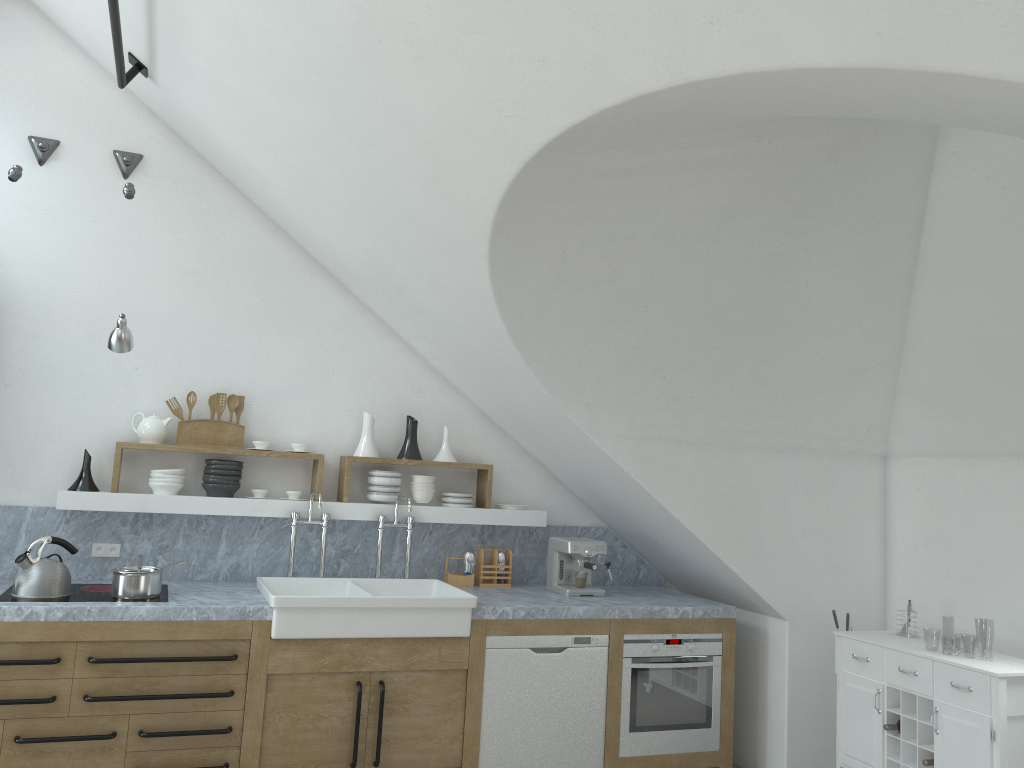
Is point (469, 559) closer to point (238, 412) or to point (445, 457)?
point (445, 457)

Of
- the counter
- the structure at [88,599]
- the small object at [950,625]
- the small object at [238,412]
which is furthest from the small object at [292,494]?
the small object at [950,625]

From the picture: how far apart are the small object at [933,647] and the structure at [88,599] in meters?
44.8

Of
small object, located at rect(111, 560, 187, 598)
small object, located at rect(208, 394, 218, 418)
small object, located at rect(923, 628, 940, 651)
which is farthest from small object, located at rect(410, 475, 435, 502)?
small object, located at rect(923, 628, 940, 651)

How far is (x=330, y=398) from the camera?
5.3 meters

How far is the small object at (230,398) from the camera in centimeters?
498cm

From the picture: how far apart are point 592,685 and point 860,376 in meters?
2.2

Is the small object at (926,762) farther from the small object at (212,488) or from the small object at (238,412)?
the small object at (238,412)

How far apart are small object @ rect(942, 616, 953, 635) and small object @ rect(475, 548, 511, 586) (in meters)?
44.12

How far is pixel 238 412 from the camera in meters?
5.0
